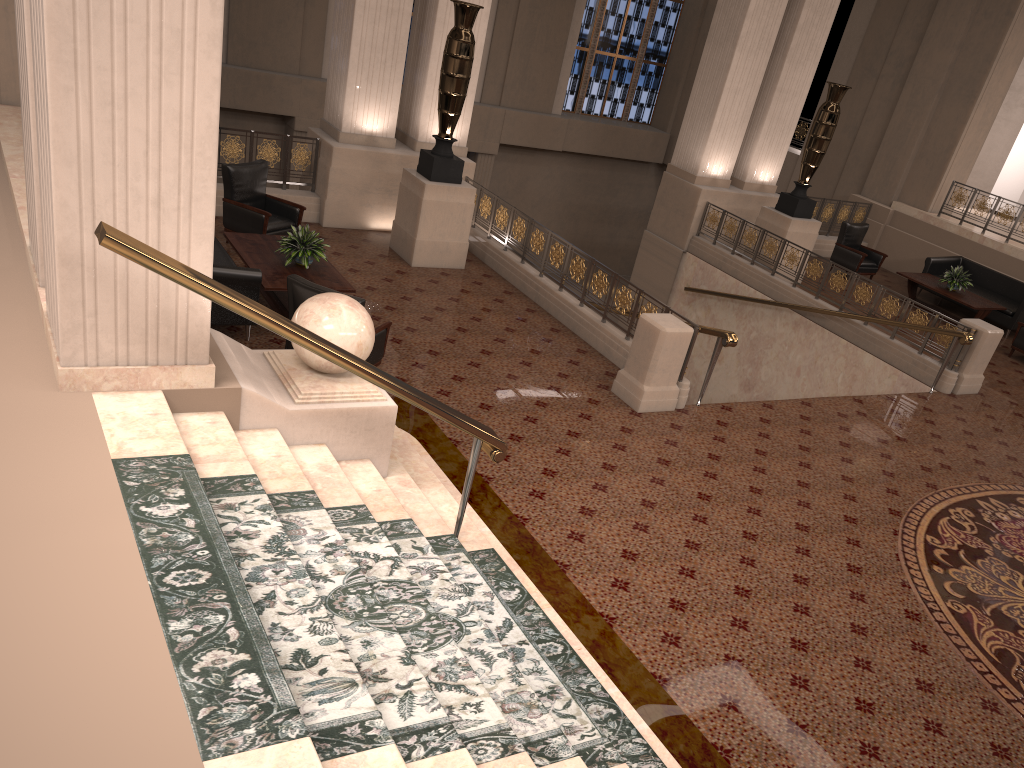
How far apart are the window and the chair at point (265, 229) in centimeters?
1235cm

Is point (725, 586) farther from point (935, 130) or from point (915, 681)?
point (935, 130)

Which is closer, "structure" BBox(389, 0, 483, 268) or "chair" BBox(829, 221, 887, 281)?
"structure" BBox(389, 0, 483, 268)

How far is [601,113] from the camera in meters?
21.4 m

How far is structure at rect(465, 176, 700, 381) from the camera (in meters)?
9.42

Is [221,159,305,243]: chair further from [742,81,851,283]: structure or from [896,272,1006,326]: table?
[896,272,1006,326]: table

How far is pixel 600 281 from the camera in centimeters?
941cm

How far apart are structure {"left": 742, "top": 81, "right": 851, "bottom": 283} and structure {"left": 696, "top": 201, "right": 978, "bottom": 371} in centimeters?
69cm

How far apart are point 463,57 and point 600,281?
3.01m

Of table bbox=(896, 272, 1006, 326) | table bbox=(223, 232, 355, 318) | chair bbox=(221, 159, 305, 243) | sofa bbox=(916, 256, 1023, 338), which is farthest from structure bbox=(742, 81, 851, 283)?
table bbox=(223, 232, 355, 318)
